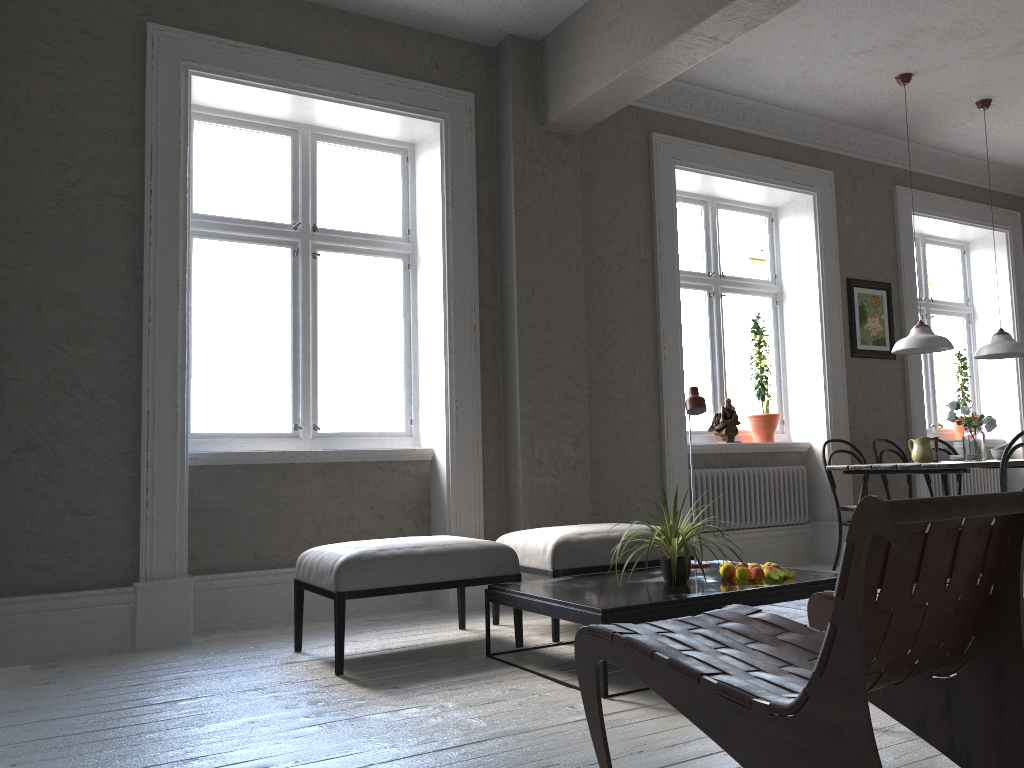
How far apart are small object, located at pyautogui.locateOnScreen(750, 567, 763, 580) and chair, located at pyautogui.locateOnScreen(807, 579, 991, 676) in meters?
0.8 m

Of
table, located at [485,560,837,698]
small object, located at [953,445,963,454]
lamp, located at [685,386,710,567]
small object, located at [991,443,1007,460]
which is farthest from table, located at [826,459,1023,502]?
lamp, located at [685,386,710,567]

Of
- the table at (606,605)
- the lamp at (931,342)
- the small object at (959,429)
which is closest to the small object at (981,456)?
the lamp at (931,342)

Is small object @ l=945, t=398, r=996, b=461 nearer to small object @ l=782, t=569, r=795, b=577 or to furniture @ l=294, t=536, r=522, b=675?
small object @ l=782, t=569, r=795, b=577

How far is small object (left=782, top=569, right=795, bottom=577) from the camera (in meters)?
3.60

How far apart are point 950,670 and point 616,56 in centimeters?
357cm

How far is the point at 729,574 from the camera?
3.6 meters

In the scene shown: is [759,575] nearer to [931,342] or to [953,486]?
[931,342]

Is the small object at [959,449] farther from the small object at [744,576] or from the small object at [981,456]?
the small object at [744,576]

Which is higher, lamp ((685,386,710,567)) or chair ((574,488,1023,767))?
lamp ((685,386,710,567))
